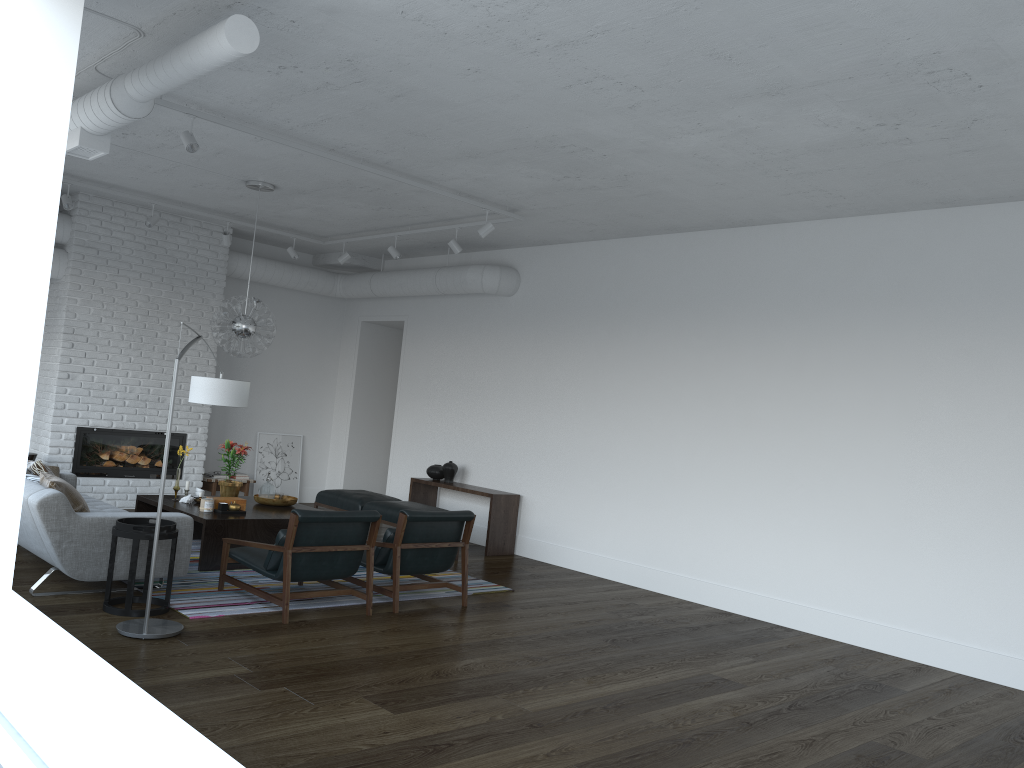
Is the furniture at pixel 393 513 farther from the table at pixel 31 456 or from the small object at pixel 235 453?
the table at pixel 31 456

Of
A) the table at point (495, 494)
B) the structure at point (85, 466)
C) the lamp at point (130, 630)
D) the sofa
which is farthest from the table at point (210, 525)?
the table at point (495, 494)

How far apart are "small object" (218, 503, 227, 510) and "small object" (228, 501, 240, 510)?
0.05m

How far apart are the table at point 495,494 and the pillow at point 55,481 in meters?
4.1 m

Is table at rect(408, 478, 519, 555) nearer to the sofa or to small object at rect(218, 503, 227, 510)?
small object at rect(218, 503, 227, 510)

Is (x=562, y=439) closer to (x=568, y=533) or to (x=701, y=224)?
(x=568, y=533)

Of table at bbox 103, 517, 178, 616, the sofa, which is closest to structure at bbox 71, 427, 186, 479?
the sofa

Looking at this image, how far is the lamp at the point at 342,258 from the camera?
9.8 meters

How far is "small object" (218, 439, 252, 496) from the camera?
7.7m

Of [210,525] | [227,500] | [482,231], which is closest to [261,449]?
[227,500]
